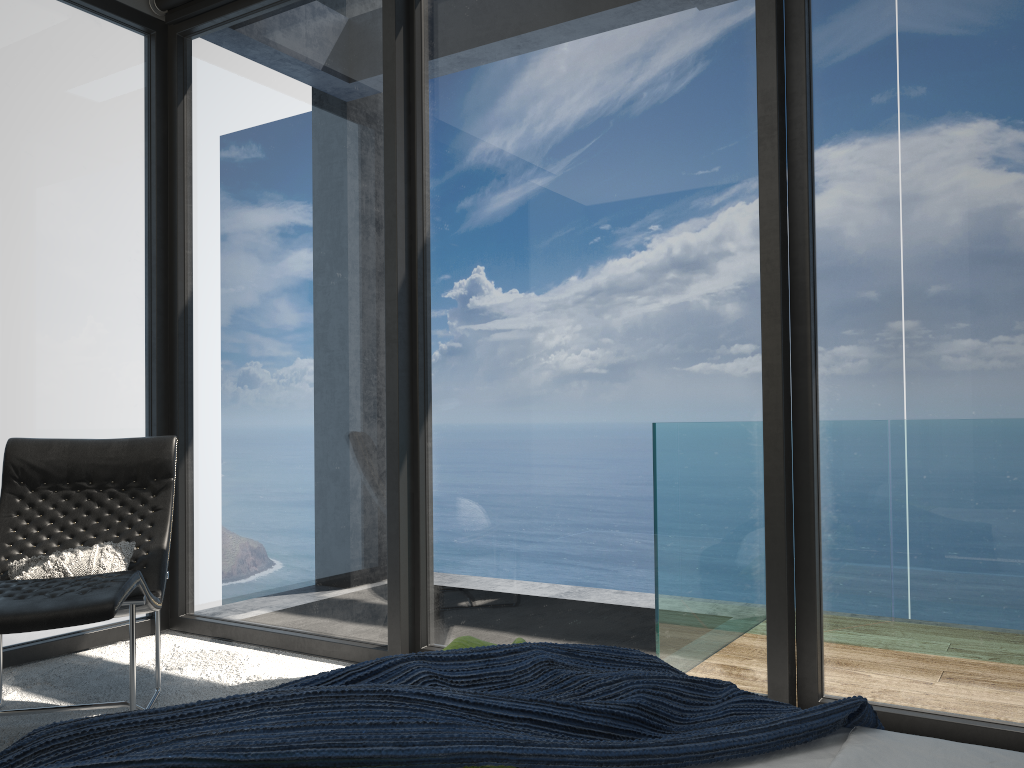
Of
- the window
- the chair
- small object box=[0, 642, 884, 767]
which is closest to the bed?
small object box=[0, 642, 884, 767]

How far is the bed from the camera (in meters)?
1.40

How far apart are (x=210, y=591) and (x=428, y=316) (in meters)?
1.82

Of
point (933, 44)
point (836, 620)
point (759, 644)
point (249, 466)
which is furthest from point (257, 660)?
point (933, 44)

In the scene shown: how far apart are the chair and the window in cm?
42

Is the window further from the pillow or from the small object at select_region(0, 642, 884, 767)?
the small object at select_region(0, 642, 884, 767)

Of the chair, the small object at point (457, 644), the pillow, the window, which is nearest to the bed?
the small object at point (457, 644)

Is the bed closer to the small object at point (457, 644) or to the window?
the small object at point (457, 644)

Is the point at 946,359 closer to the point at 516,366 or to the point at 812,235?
the point at 812,235

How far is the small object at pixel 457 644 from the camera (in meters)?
1.89
